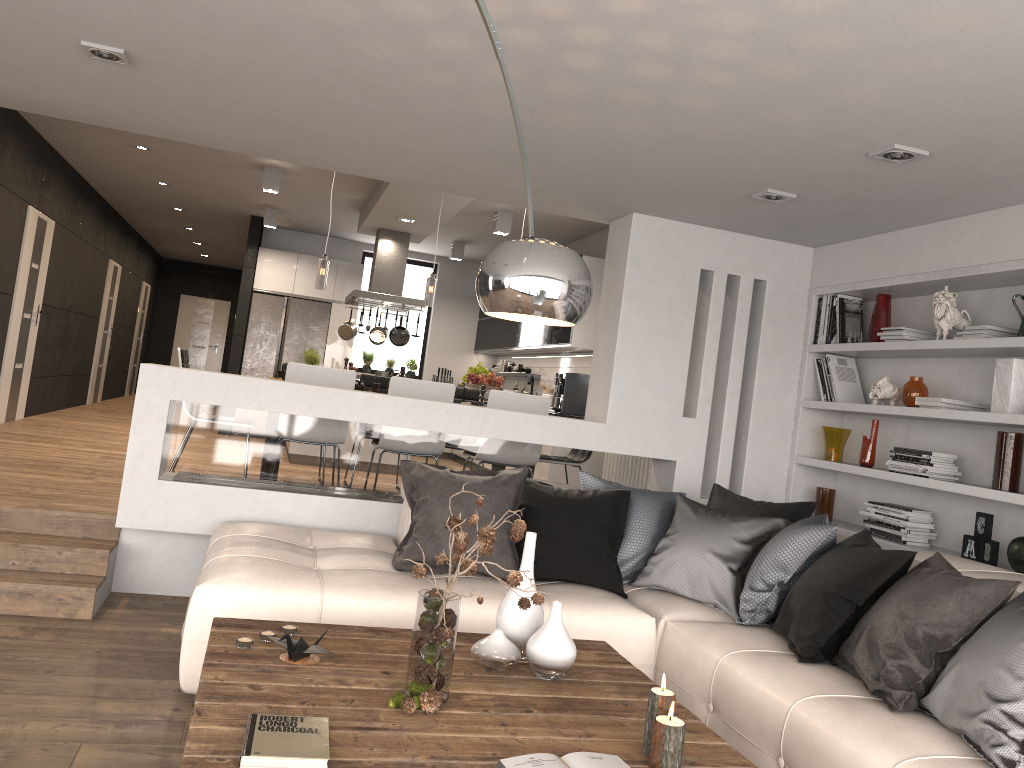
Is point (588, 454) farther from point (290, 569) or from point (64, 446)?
point (64, 446)

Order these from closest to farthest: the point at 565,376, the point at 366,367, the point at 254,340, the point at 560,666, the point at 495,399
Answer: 1. the point at 560,666
2. the point at 495,399
3. the point at 565,376
4. the point at 254,340
5. the point at 366,367

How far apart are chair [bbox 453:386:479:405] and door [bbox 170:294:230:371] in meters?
11.5 m

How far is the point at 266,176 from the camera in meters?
8.3

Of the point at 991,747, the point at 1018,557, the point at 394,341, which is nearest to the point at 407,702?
the point at 991,747

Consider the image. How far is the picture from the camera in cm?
403

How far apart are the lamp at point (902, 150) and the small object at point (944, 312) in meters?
1.1 m

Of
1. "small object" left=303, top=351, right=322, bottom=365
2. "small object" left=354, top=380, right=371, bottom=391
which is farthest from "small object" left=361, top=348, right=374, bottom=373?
"small object" left=354, top=380, right=371, bottom=391

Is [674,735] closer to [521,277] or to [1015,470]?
[521,277]

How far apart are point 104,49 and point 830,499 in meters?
4.4
